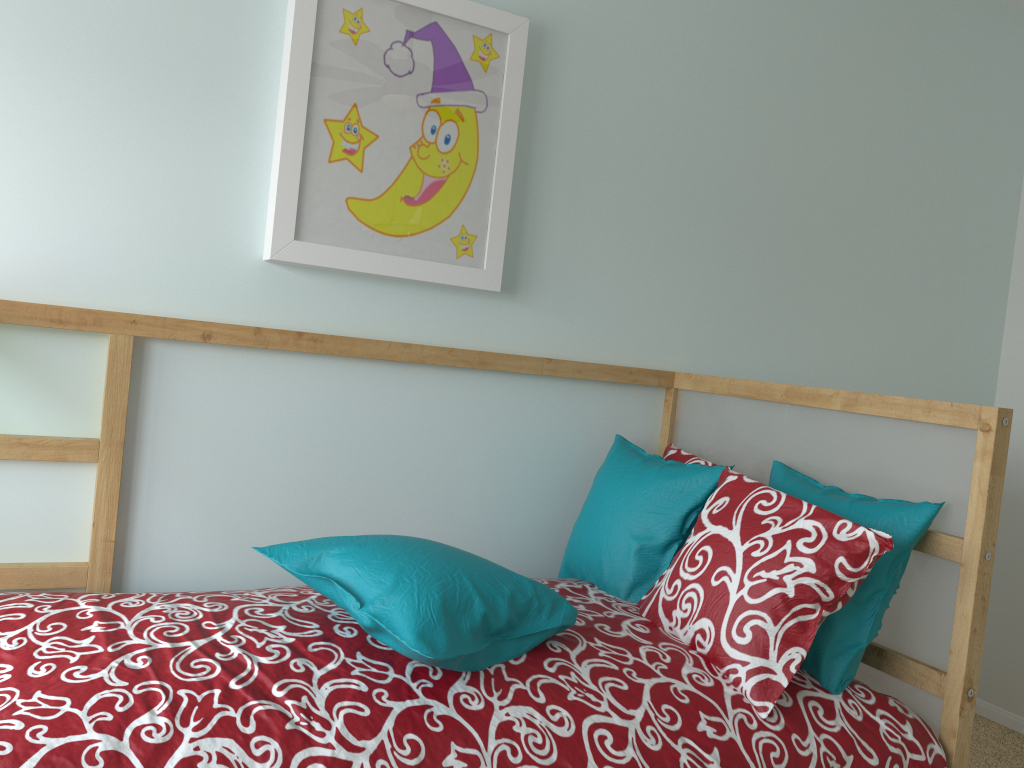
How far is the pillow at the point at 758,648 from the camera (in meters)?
1.40

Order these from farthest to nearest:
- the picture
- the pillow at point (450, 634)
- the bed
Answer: the picture, the pillow at point (450, 634), the bed

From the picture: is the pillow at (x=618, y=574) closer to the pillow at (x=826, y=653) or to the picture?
the pillow at (x=826, y=653)

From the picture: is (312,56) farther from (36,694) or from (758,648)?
(758,648)

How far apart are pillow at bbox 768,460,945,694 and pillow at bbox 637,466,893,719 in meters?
0.1

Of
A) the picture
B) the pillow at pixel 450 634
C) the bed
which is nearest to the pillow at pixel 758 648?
the bed

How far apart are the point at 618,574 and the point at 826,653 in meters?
0.4 m

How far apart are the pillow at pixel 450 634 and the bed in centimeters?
1cm

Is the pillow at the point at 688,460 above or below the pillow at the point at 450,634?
above

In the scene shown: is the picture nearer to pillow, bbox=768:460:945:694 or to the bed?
the bed
